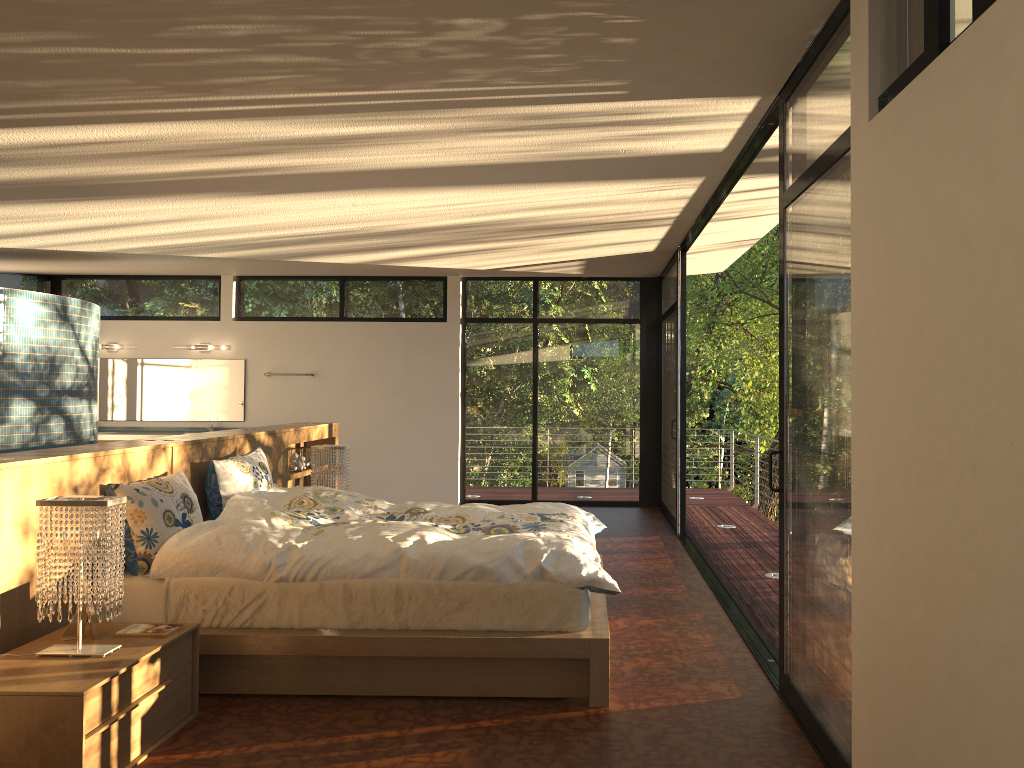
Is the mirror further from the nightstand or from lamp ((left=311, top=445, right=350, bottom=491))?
the nightstand

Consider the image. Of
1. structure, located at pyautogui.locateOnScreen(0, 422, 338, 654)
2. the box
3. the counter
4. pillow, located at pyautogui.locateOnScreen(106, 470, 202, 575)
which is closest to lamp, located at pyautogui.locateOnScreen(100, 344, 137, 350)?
the counter

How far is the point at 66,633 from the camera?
3.2 meters

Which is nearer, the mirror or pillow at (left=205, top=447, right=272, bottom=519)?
pillow at (left=205, top=447, right=272, bottom=519)

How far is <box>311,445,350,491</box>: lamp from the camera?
6.1 meters

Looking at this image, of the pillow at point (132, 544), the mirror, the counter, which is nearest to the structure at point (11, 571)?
the pillow at point (132, 544)

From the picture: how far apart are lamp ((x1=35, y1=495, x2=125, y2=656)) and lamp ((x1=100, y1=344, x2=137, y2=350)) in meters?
7.1 m

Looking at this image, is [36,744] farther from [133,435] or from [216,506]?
[133,435]

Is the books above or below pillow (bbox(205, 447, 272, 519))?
below

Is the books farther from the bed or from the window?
the window
